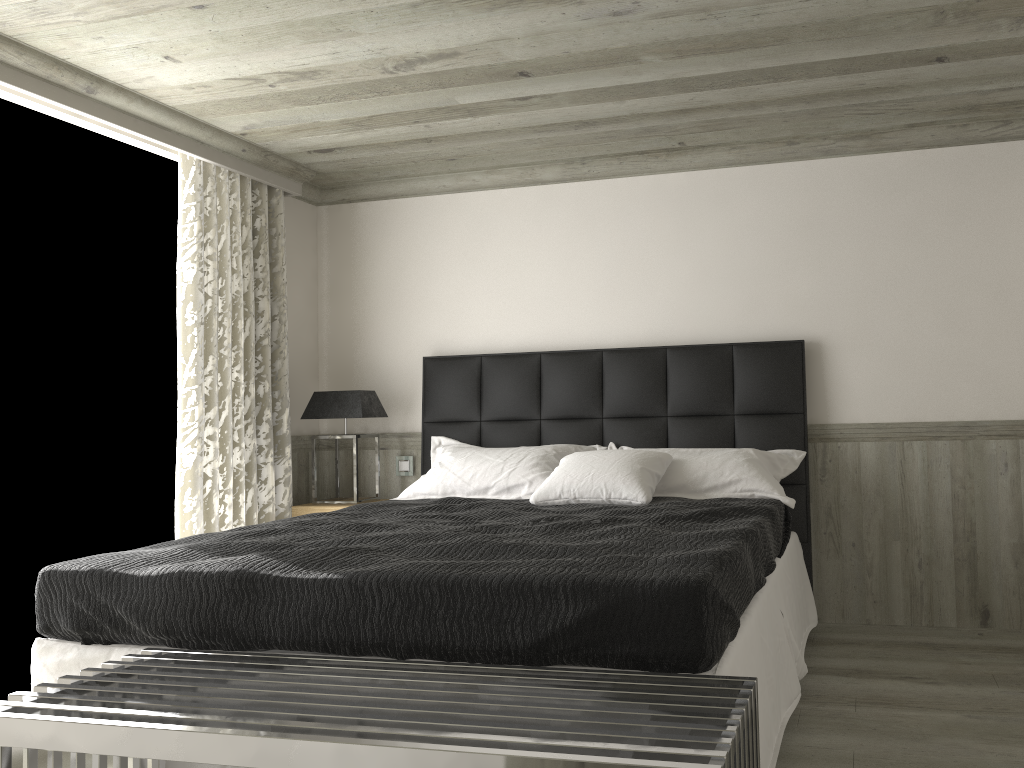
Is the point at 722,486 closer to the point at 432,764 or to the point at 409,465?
the point at 409,465

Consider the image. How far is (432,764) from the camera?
1.8m

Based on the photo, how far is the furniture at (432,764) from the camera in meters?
1.8 m

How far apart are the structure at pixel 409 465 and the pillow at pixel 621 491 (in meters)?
1.53

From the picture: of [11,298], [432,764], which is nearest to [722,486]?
[432,764]

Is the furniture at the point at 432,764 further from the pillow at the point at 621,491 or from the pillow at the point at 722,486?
the pillow at the point at 722,486

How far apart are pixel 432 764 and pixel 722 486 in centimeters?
285cm

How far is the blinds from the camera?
4.9m

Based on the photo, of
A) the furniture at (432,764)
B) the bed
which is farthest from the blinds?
the furniture at (432,764)

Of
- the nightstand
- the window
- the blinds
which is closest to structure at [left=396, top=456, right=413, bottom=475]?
the nightstand
